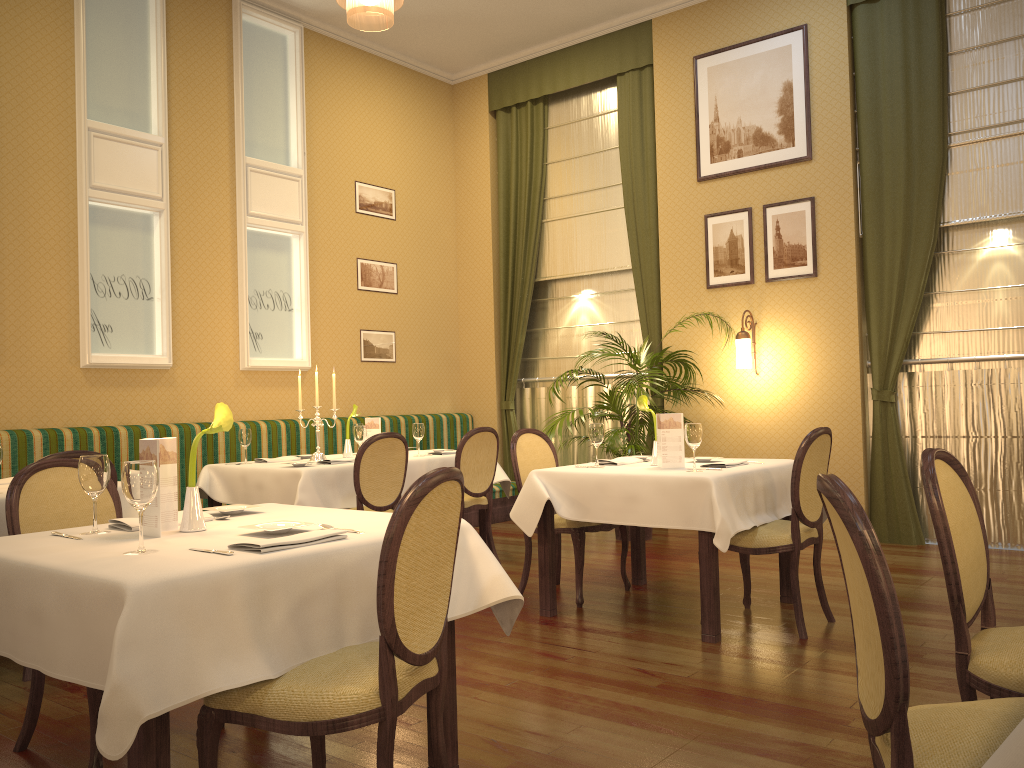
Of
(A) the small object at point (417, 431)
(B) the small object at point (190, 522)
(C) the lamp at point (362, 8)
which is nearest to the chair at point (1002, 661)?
(B) the small object at point (190, 522)

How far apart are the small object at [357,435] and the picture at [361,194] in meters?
3.0

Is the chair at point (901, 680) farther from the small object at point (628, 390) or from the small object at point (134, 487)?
the small object at point (628, 390)

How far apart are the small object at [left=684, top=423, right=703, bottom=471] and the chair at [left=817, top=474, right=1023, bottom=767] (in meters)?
2.36

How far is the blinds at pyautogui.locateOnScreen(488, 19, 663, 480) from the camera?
7.76m

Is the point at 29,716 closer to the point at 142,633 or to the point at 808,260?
the point at 142,633

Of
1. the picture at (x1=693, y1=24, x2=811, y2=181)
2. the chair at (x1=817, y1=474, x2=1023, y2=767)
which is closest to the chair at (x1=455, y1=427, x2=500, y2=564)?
the picture at (x1=693, y1=24, x2=811, y2=181)

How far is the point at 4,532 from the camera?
3.9 meters

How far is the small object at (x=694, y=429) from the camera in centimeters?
418cm

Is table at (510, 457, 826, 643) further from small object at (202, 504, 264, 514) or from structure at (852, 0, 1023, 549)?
structure at (852, 0, 1023, 549)
